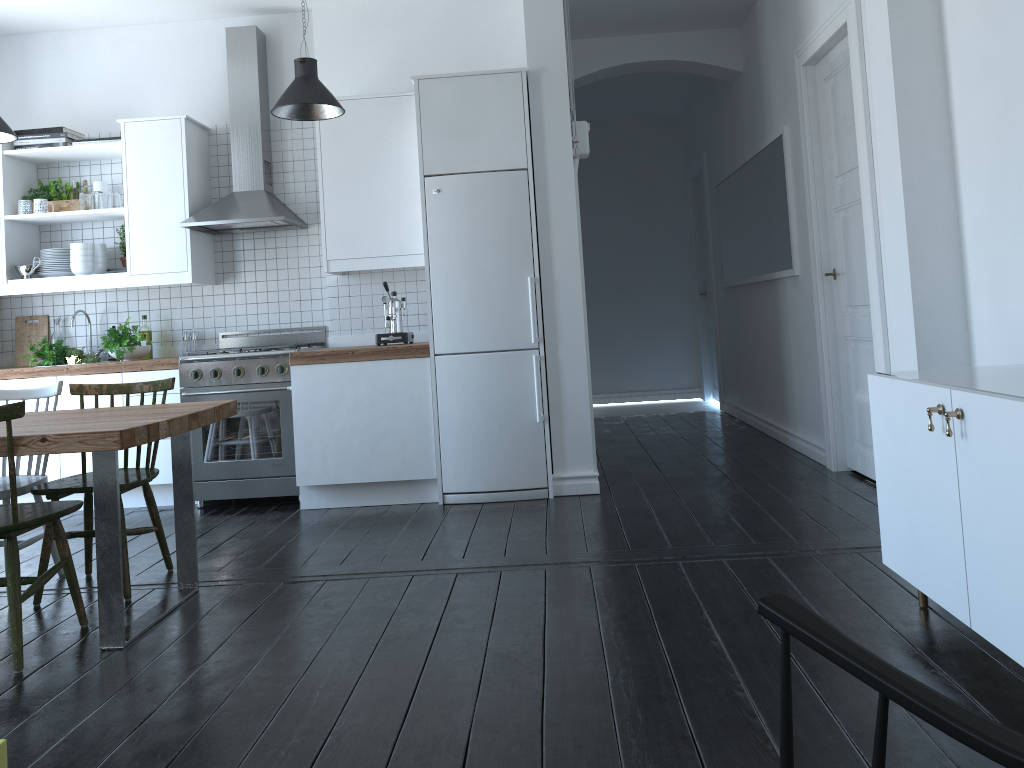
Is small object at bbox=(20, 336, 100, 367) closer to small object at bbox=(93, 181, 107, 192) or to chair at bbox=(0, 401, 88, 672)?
small object at bbox=(93, 181, 107, 192)

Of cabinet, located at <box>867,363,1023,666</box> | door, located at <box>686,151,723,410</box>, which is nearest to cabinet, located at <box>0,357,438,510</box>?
cabinet, located at <box>867,363,1023,666</box>

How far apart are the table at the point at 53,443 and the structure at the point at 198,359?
1.3 meters

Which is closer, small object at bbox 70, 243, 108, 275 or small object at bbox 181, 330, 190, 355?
small object at bbox 70, 243, 108, 275

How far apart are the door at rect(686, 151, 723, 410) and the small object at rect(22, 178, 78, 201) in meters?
5.4

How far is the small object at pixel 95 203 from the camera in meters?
5.4 m

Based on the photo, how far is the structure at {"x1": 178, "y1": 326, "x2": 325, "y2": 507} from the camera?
5.1 meters

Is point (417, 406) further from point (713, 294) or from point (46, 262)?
point (713, 294)

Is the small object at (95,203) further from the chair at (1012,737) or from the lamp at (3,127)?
the chair at (1012,737)

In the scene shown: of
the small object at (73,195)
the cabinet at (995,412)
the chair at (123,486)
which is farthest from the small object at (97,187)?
the cabinet at (995,412)
